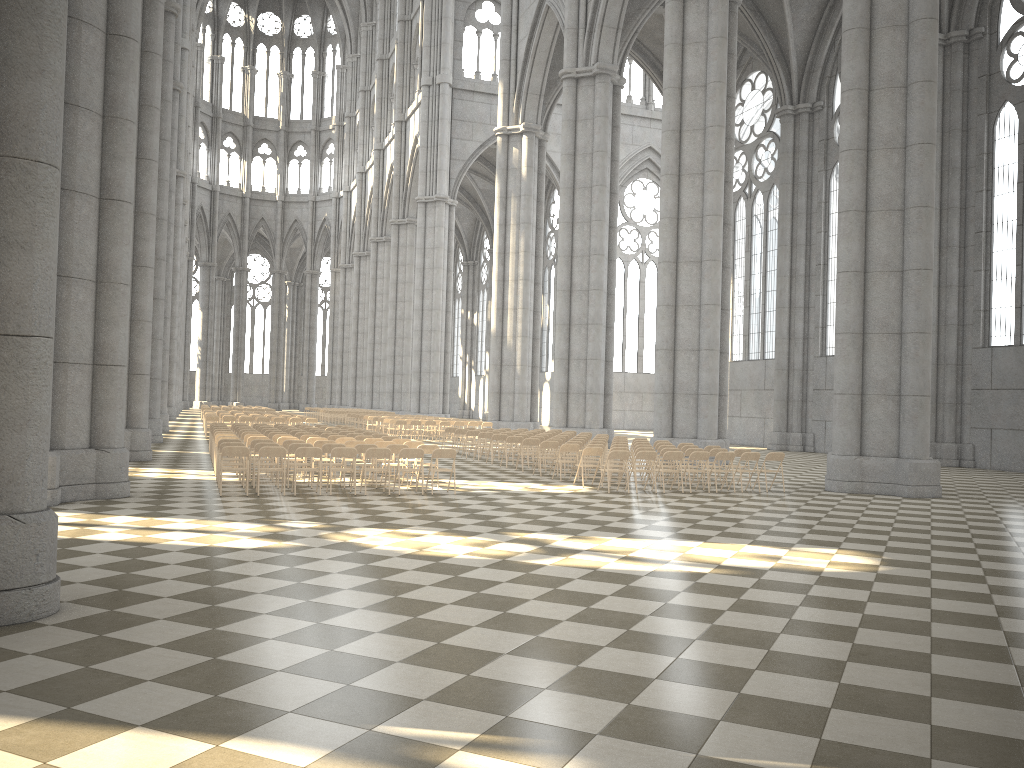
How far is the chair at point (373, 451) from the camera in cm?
1511

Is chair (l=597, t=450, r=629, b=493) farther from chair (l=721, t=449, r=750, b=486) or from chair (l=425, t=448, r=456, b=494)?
chair (l=721, t=449, r=750, b=486)

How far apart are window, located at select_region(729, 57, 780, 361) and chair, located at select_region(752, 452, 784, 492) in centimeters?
2183cm

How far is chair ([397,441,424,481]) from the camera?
17.68m

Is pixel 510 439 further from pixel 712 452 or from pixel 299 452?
pixel 299 452

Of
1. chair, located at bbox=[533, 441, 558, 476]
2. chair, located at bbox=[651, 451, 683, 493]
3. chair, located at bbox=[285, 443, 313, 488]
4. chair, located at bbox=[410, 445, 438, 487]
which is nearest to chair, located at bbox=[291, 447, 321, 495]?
chair, located at bbox=[285, 443, 313, 488]

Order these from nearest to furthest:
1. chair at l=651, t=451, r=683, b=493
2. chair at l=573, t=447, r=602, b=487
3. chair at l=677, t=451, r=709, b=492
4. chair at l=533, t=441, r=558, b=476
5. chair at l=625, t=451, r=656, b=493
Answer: chair at l=625, t=451, r=656, b=493 → chair at l=651, t=451, r=683, b=493 → chair at l=677, t=451, r=709, b=492 → chair at l=573, t=447, r=602, b=487 → chair at l=533, t=441, r=558, b=476

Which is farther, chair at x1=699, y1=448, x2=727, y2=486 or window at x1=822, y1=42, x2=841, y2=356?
window at x1=822, y1=42, x2=841, y2=356

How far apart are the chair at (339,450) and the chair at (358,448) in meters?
1.1

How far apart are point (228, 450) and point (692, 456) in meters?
8.6
